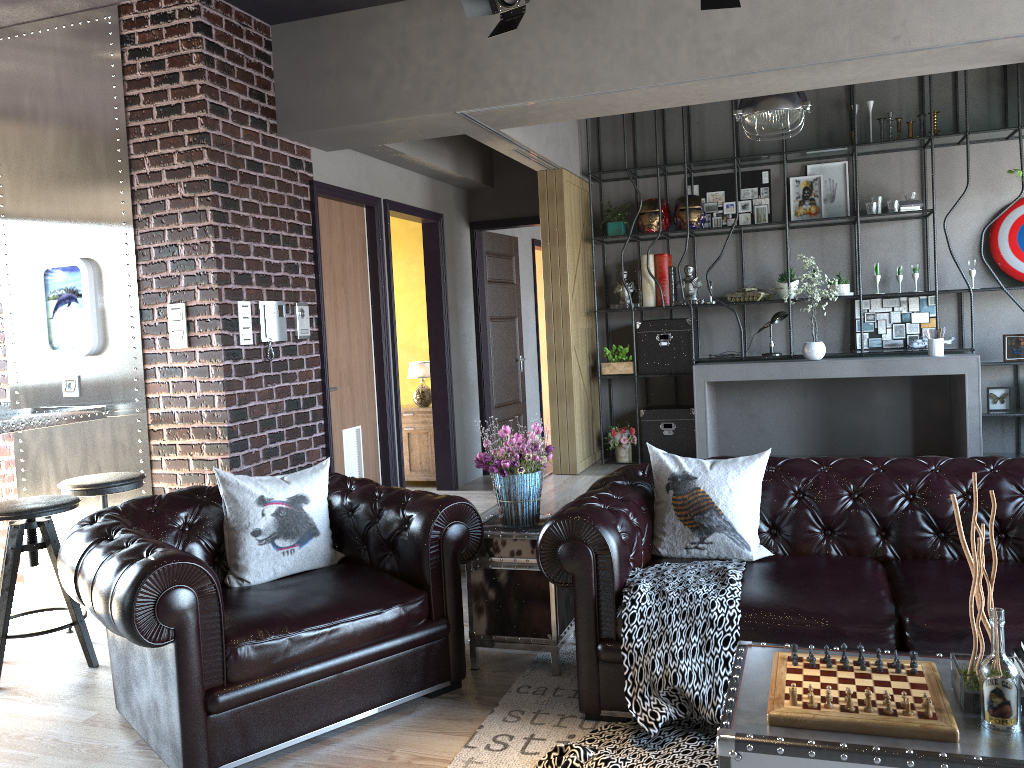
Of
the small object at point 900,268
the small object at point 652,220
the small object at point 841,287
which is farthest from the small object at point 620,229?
the small object at point 900,268

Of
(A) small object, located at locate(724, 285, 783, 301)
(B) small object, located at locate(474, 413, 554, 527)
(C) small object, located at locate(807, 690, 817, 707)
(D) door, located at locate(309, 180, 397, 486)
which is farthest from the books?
(A) small object, located at locate(724, 285, 783, 301)

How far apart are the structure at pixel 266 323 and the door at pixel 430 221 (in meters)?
1.61

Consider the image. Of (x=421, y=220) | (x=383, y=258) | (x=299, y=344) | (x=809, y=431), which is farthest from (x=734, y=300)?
(x=299, y=344)

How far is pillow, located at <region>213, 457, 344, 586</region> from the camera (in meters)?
3.69

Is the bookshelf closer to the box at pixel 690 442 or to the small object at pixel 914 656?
the box at pixel 690 442

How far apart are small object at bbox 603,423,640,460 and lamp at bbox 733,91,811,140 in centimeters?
281cm

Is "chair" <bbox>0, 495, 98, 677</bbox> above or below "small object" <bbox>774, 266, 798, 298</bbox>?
below

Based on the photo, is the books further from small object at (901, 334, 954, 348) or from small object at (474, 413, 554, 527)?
small object at (901, 334, 954, 348)

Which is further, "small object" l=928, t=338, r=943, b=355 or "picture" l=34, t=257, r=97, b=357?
"small object" l=928, t=338, r=943, b=355
